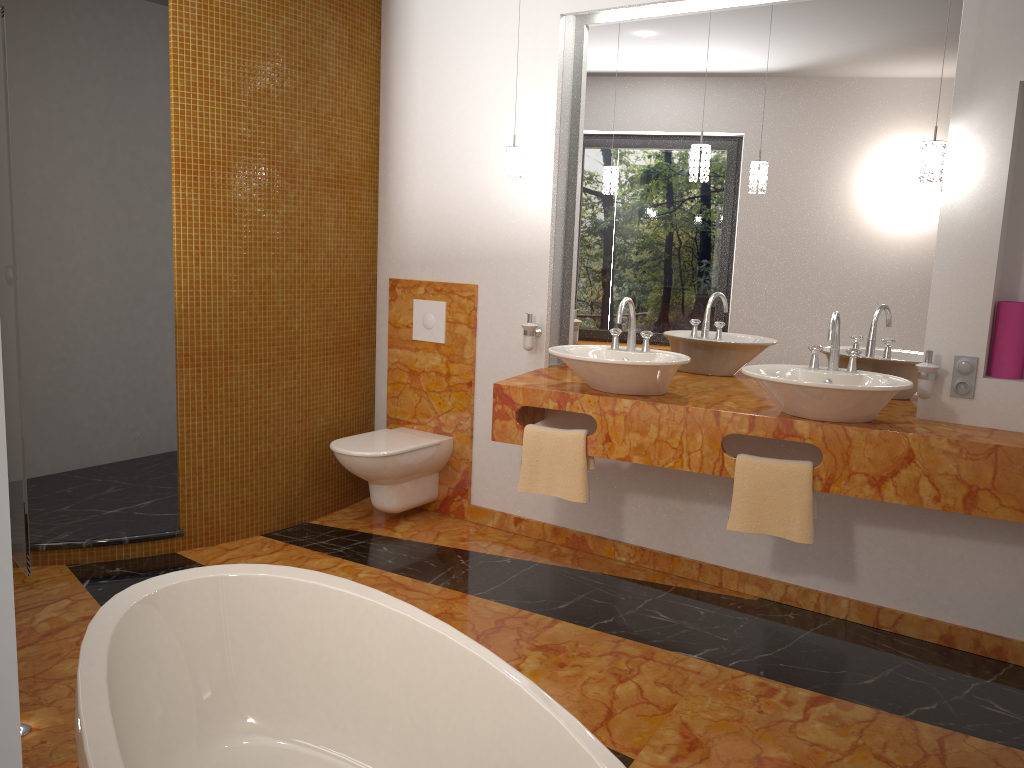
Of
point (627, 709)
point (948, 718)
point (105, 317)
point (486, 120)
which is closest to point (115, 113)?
point (105, 317)

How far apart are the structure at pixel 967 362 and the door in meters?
3.1 m

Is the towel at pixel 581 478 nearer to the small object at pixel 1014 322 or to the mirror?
the mirror

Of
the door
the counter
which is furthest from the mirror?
the door

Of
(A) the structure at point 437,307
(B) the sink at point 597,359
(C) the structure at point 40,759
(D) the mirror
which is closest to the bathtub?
(C) the structure at point 40,759

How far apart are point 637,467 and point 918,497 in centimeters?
120cm

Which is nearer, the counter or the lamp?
the counter

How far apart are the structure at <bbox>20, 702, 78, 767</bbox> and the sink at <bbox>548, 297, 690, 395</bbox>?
1.9m

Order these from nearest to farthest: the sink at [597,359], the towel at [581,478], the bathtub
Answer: the bathtub
the sink at [597,359]
the towel at [581,478]

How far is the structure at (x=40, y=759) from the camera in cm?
210
